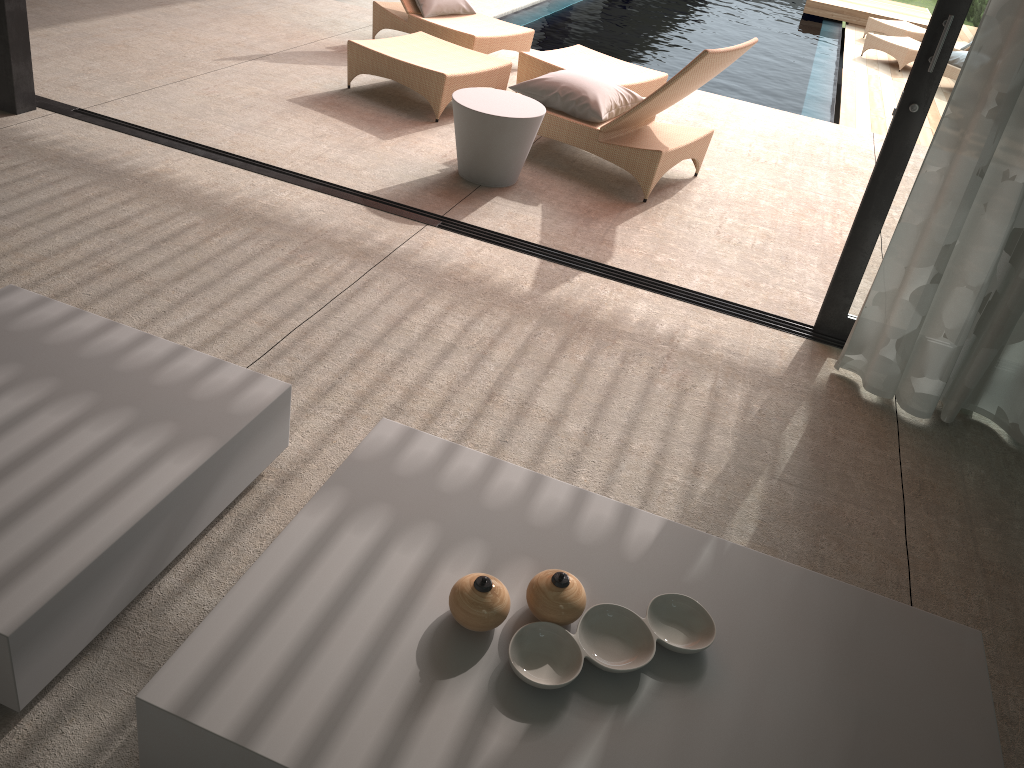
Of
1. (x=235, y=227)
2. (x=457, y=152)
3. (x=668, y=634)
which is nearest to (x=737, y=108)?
Answer: (x=457, y=152)

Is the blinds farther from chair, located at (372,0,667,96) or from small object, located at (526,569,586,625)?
chair, located at (372,0,667,96)

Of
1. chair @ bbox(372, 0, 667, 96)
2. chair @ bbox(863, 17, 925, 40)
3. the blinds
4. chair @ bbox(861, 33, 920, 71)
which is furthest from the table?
chair @ bbox(863, 17, 925, 40)

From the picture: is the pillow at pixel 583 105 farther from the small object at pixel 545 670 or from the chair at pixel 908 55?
the chair at pixel 908 55

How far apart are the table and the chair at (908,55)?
8.2 meters

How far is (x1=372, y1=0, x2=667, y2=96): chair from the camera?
5.71m

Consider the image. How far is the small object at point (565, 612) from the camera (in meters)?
1.72

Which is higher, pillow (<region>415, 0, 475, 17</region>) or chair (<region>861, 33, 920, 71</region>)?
pillow (<region>415, 0, 475, 17</region>)

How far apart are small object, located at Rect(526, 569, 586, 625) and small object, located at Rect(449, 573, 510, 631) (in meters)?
0.05

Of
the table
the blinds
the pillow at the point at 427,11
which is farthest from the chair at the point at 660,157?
the blinds
